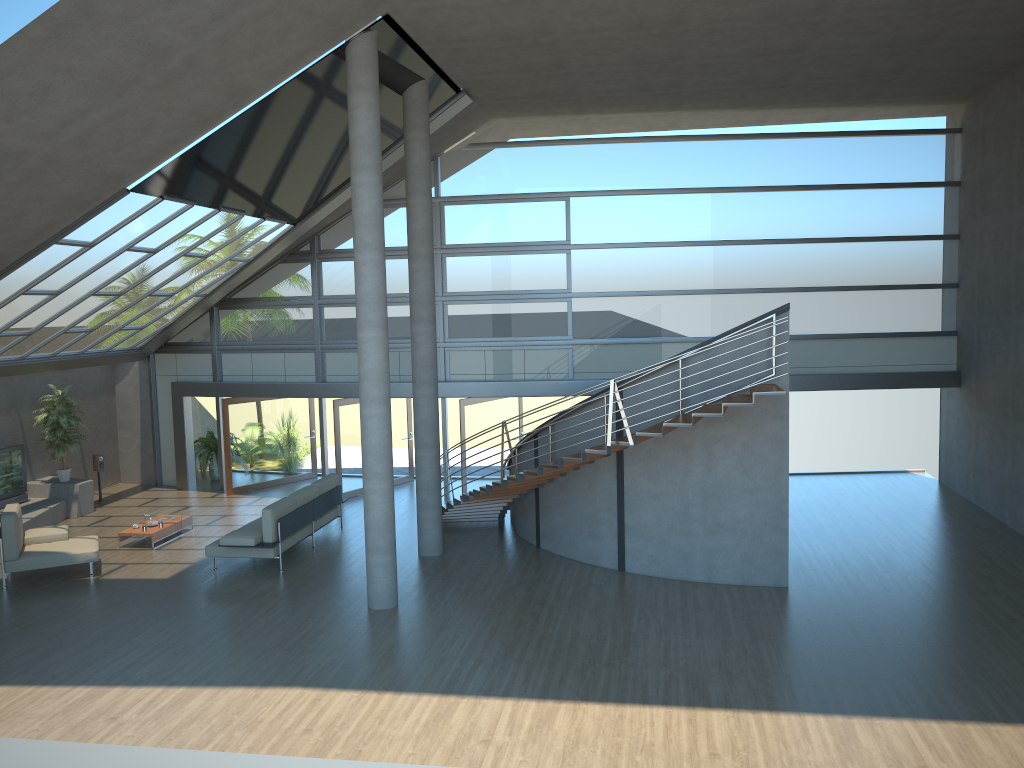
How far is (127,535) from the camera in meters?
14.1 m

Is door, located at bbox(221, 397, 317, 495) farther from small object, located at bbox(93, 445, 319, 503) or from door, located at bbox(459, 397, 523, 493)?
door, located at bbox(459, 397, 523, 493)

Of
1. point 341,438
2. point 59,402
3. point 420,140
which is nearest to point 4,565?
point 59,402

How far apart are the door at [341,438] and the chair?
4.9m

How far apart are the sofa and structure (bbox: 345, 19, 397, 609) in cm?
213

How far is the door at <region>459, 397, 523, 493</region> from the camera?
16.71m

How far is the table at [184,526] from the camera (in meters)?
14.85

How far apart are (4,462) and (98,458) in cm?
201

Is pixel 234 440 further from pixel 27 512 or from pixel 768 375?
pixel 768 375

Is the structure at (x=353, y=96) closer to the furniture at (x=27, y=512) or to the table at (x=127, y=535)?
the table at (x=127, y=535)
